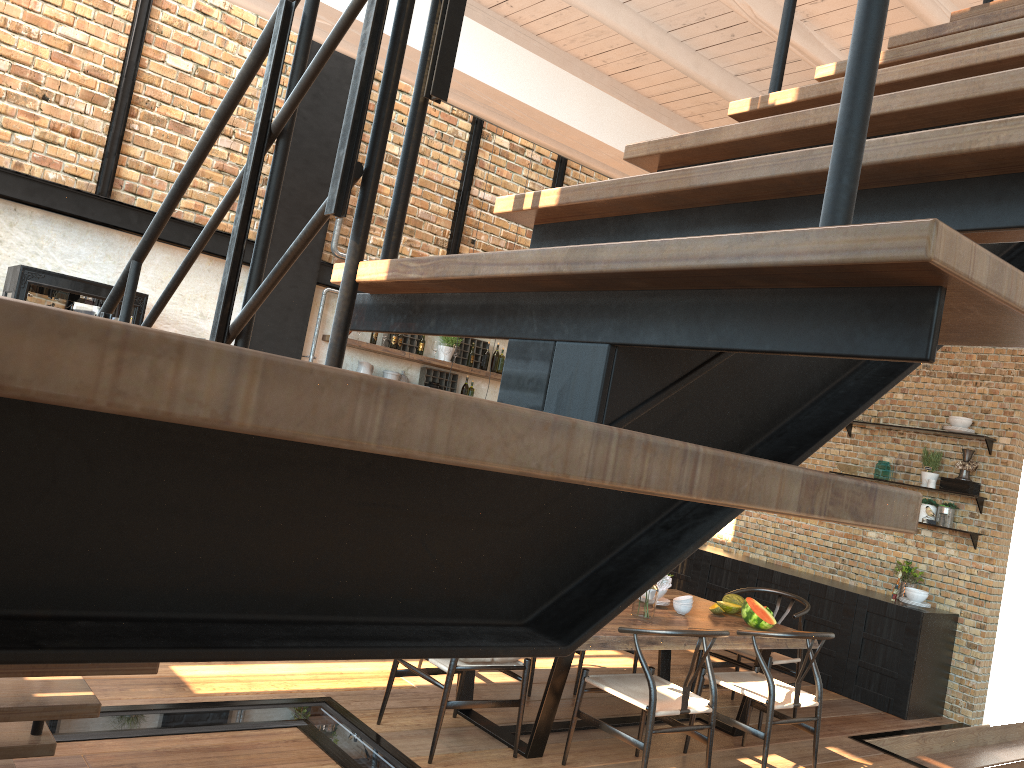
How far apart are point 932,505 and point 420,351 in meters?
4.7

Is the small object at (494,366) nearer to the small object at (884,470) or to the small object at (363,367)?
the small object at (363,367)

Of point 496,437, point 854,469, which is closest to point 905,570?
point 854,469

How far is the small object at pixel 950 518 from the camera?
7.40m

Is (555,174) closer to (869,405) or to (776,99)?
(776,99)

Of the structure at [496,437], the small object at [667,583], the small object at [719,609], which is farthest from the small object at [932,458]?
the structure at [496,437]

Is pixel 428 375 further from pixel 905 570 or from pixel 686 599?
pixel 905 570

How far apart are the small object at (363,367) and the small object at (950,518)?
5.08m

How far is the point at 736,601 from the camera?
5.9 meters

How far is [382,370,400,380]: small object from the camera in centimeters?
826cm
